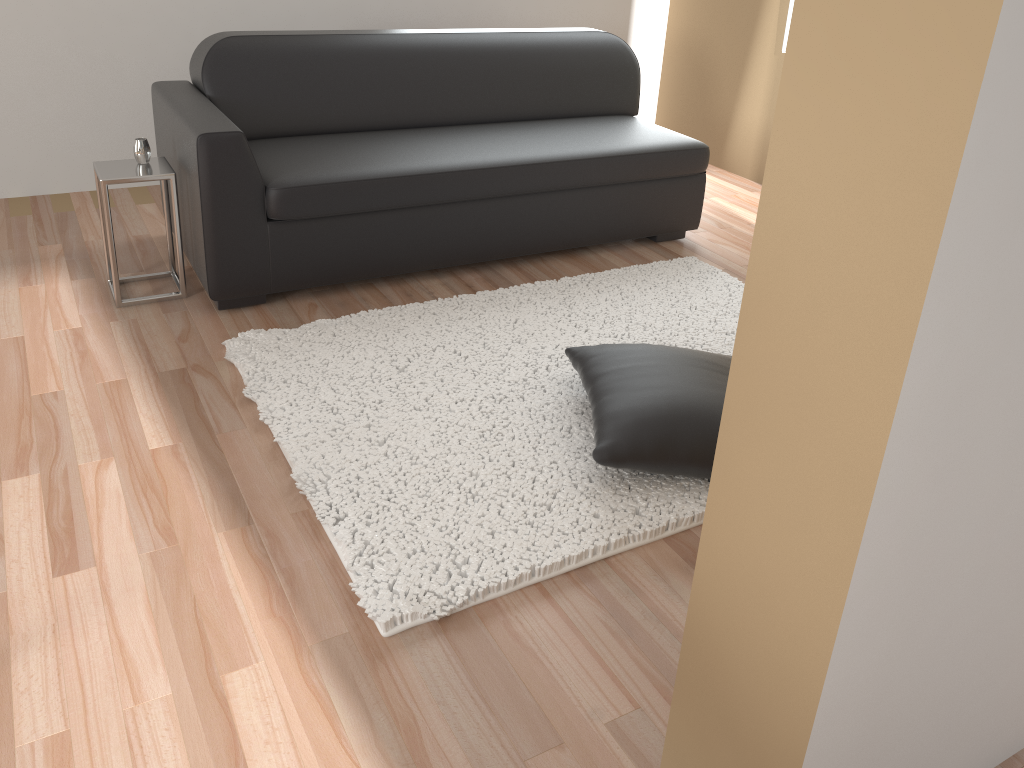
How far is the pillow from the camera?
2.2m

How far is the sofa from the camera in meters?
3.0 m

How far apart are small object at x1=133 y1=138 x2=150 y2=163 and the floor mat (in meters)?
0.73

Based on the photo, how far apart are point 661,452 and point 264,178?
1.7m

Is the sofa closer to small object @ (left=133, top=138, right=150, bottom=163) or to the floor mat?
small object @ (left=133, top=138, right=150, bottom=163)

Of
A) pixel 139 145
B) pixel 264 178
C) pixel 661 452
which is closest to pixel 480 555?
pixel 661 452

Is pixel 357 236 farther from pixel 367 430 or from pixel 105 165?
pixel 367 430

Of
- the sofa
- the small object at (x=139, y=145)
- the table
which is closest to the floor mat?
the sofa

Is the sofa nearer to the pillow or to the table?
the table

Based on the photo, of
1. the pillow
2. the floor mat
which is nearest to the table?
the floor mat
